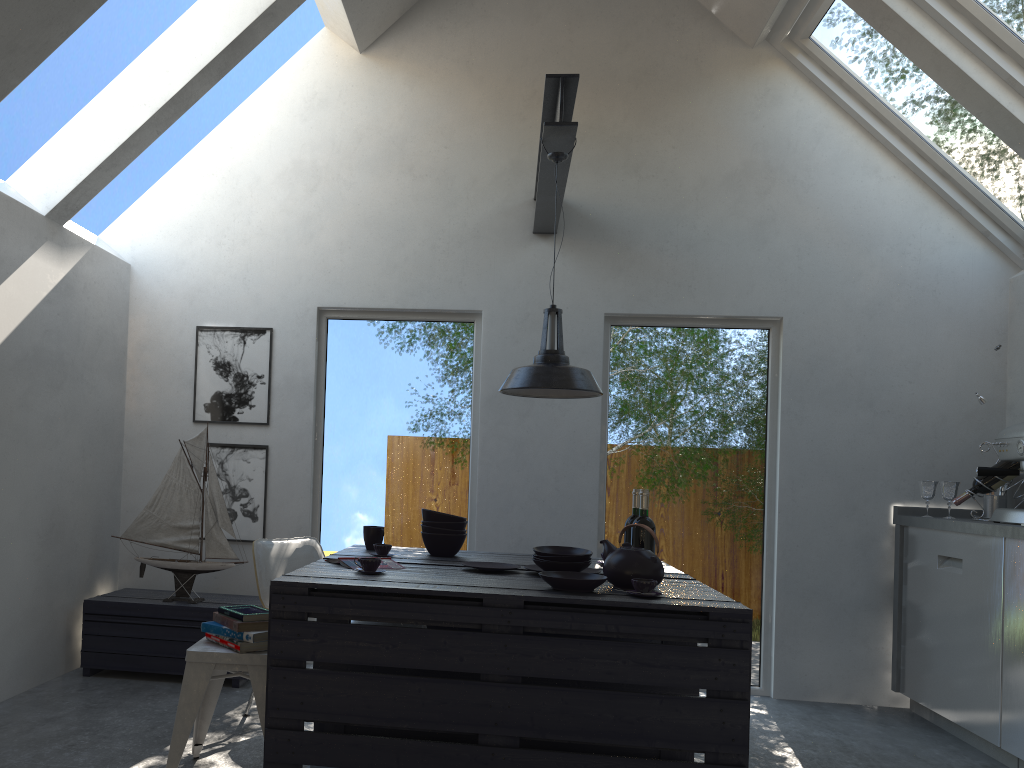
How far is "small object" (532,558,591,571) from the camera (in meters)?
3.29

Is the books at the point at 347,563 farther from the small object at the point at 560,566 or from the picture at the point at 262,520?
the picture at the point at 262,520

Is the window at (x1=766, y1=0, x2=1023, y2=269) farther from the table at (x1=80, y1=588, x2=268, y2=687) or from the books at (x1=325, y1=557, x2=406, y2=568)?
the table at (x1=80, y1=588, x2=268, y2=687)

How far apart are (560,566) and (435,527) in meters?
0.8 m

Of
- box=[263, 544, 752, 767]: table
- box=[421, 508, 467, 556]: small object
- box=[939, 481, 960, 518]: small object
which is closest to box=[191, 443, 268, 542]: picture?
box=[263, 544, 752, 767]: table

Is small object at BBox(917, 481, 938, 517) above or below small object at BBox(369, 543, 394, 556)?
above

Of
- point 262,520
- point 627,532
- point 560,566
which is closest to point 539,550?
point 560,566

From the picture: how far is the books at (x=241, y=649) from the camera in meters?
3.0 m

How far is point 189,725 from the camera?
2.91m

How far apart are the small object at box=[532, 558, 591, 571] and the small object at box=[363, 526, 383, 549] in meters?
0.9 m
